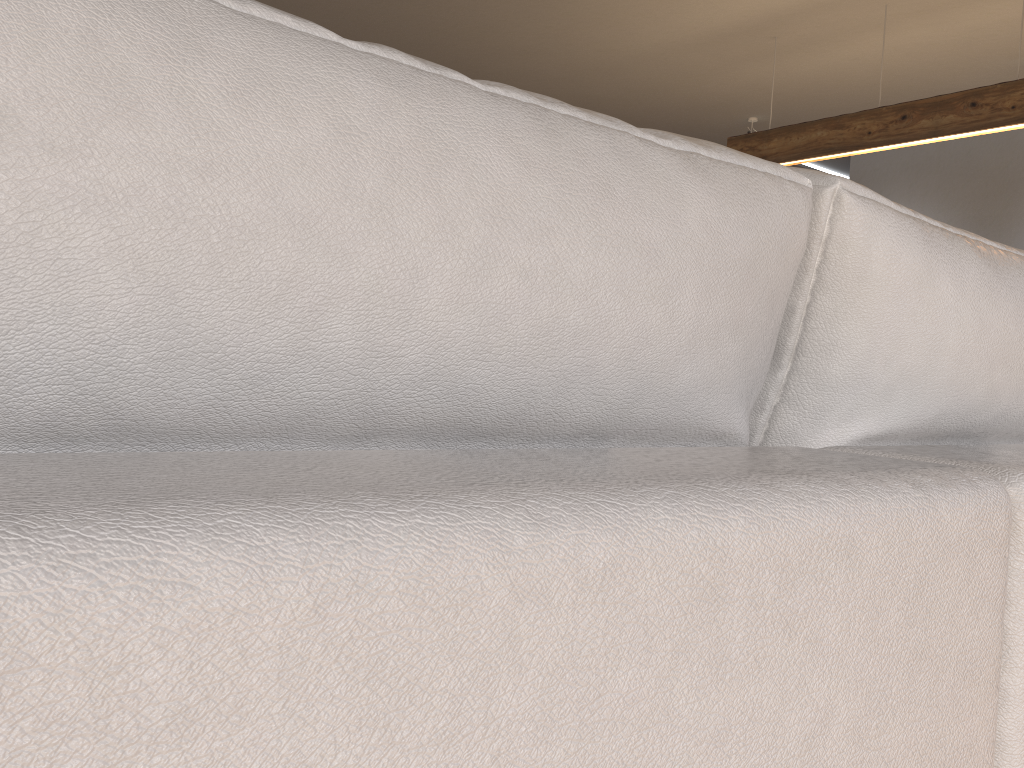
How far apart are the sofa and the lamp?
3.8m

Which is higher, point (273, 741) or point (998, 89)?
point (998, 89)

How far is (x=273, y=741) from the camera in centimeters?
21cm

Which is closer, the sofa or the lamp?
the sofa

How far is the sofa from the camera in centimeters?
21cm

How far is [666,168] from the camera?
0.5 meters

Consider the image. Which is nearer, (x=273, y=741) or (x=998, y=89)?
(x=273, y=741)

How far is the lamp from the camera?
4.0 meters

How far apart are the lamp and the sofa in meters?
3.8 m

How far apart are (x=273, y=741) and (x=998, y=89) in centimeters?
460cm
